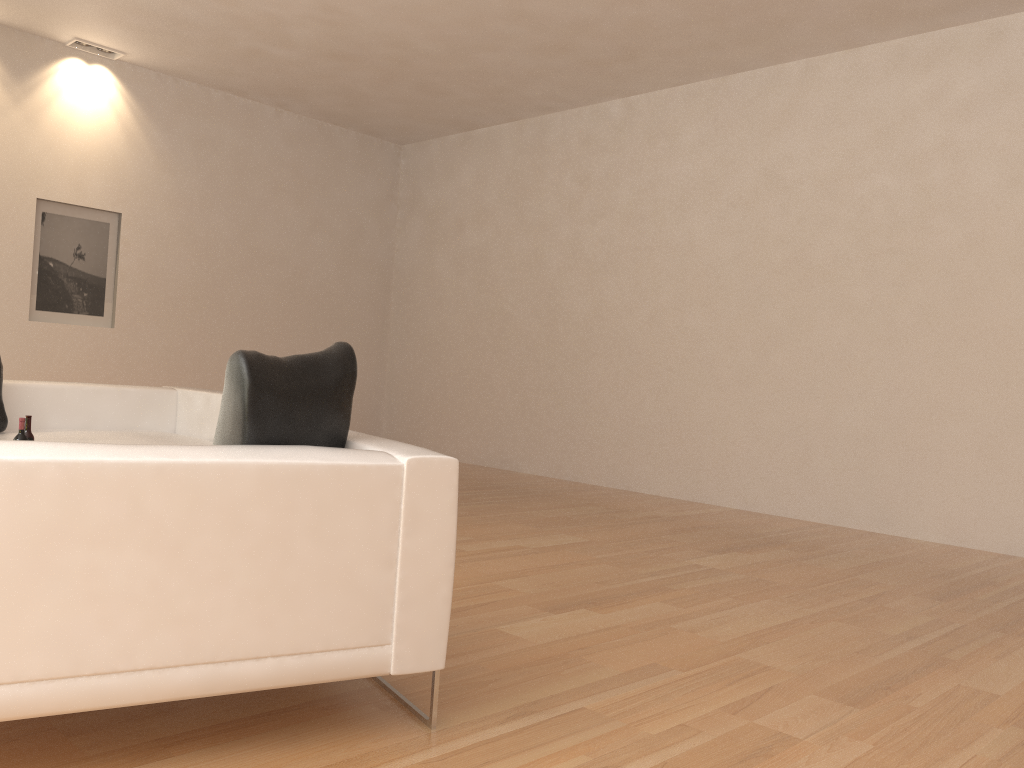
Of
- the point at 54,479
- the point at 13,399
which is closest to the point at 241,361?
the point at 54,479

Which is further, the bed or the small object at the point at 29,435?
the bed

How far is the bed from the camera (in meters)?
5.49

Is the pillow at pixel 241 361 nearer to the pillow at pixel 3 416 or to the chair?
the chair

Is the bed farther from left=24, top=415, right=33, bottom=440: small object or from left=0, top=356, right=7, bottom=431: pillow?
left=24, top=415, right=33, bottom=440: small object

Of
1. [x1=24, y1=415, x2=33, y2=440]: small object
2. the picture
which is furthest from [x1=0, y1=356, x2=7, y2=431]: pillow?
the picture

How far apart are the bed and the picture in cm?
279

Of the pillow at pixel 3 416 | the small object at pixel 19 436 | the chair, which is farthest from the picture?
the chair

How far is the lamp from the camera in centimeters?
816cm

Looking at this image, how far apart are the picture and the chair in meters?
6.7
